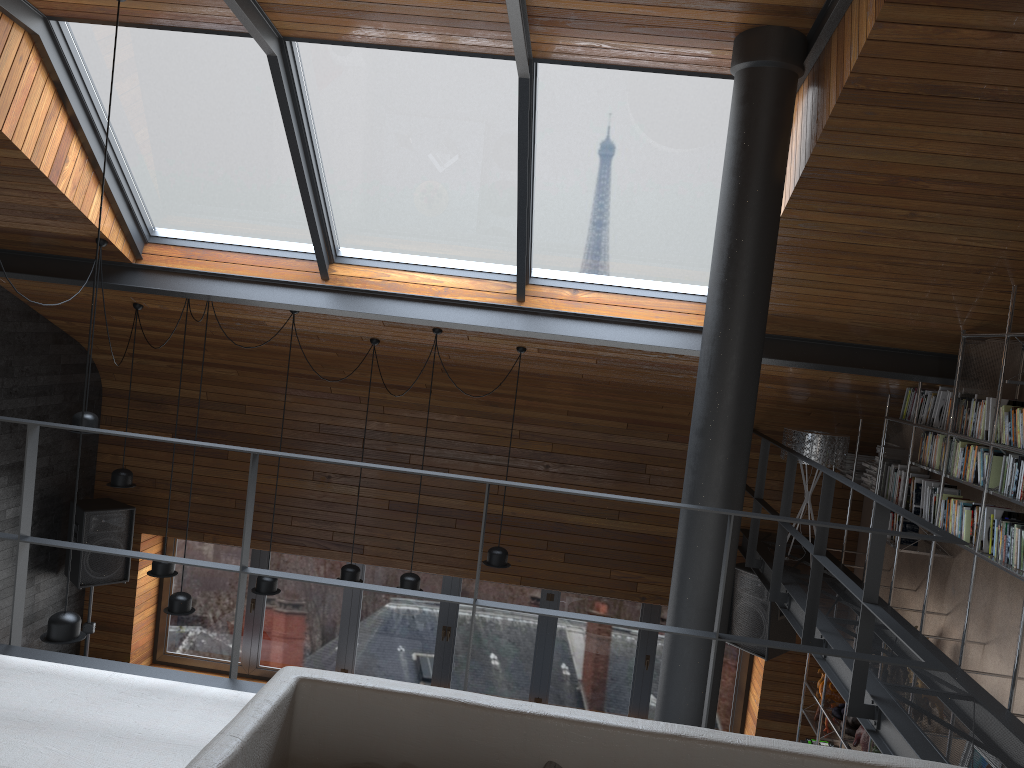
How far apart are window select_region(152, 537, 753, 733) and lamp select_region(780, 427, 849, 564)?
2.3m

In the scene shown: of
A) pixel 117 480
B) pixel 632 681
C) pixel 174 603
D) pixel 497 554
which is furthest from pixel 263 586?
pixel 632 681

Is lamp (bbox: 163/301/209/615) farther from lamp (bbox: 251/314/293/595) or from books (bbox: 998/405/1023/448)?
books (bbox: 998/405/1023/448)

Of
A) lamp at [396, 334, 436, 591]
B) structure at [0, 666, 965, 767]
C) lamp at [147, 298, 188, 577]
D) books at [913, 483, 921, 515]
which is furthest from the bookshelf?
lamp at [147, 298, 188, 577]

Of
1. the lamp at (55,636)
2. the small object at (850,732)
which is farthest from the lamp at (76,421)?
the small object at (850,732)

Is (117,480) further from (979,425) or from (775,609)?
(979,425)

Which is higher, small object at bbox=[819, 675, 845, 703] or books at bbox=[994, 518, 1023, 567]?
books at bbox=[994, 518, 1023, 567]

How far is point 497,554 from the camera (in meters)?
6.45

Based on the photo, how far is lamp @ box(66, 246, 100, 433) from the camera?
5.66m

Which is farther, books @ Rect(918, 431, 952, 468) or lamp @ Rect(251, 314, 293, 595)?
lamp @ Rect(251, 314, 293, 595)
